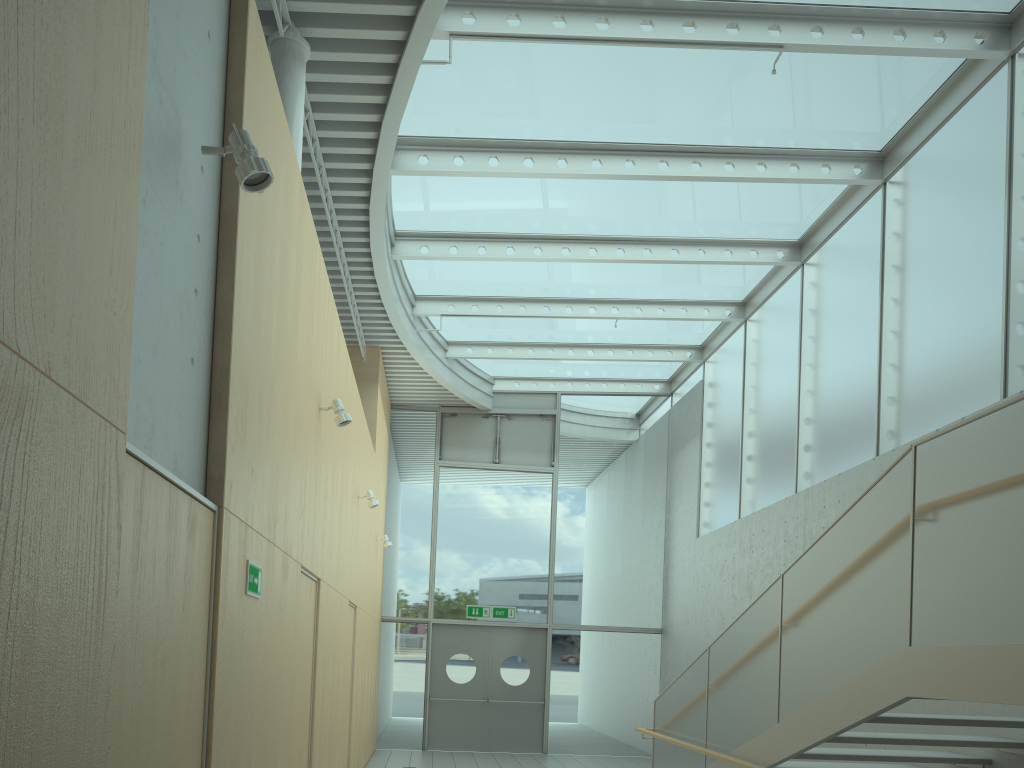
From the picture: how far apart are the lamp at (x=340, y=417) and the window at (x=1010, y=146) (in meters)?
4.69

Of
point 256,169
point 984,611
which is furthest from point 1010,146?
point 256,169

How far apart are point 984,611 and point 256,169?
3.4m

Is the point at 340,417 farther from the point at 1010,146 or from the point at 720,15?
the point at 1010,146

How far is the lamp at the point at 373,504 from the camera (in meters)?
8.83

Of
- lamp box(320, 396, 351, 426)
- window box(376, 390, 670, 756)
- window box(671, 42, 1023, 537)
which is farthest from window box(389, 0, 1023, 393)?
lamp box(320, 396, 351, 426)

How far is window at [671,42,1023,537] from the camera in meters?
6.5

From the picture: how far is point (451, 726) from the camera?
13.2 meters

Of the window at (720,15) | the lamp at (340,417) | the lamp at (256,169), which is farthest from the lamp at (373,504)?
the lamp at (256,169)

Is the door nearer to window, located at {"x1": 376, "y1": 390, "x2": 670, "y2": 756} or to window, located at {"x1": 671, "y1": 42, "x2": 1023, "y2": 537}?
window, located at {"x1": 376, "y1": 390, "x2": 670, "y2": 756}
